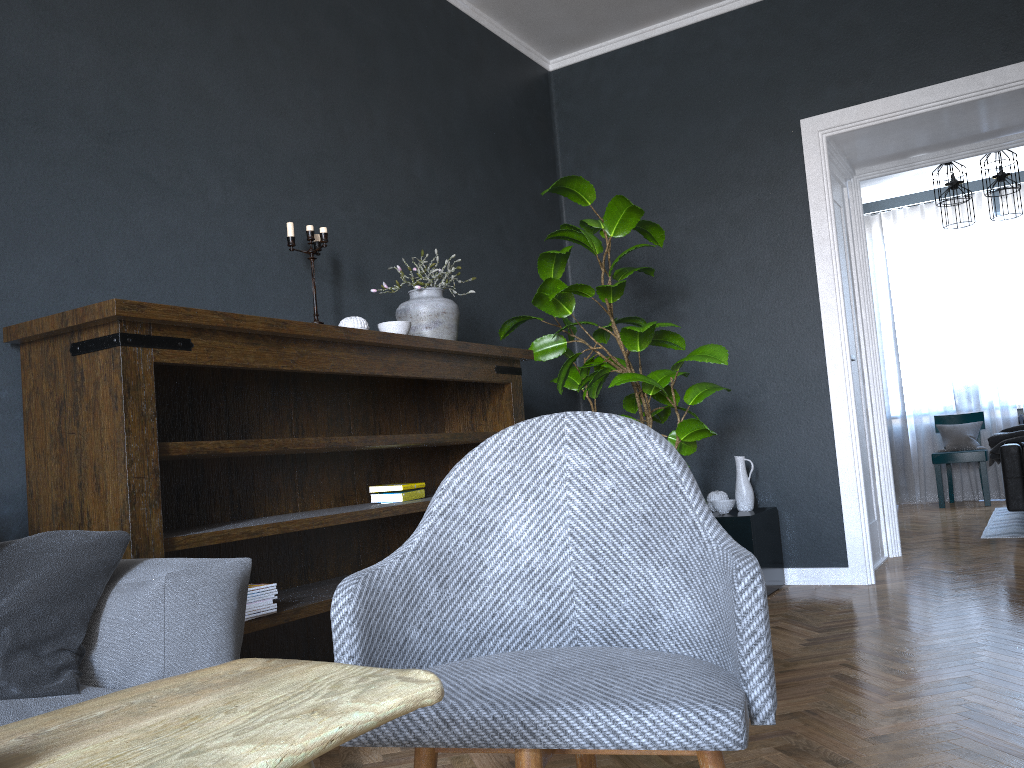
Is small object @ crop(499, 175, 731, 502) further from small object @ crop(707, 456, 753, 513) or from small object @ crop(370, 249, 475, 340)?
small object @ crop(707, 456, 753, 513)

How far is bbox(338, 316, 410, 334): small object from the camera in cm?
305

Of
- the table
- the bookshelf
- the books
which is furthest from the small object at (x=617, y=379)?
the table

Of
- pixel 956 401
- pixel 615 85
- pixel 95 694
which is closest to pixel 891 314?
pixel 956 401

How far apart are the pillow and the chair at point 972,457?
7.4m

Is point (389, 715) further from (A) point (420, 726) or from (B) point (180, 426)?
(B) point (180, 426)

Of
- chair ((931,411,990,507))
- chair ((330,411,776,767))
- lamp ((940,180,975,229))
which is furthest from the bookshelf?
chair ((931,411,990,507))

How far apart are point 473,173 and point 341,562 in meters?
2.1

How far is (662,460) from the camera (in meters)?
1.46

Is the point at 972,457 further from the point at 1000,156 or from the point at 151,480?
the point at 151,480
